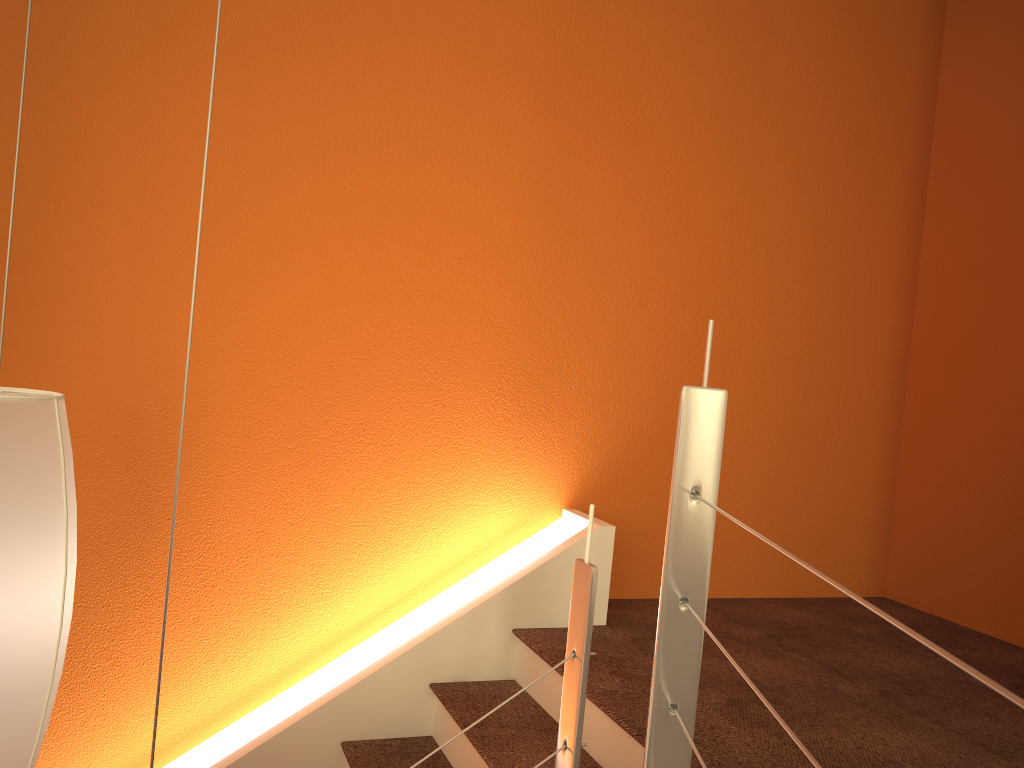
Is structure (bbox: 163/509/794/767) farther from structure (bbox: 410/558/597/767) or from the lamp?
the lamp

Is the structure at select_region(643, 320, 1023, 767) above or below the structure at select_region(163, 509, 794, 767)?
above

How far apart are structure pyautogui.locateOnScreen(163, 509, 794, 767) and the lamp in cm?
133

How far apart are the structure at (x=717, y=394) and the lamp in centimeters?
78cm

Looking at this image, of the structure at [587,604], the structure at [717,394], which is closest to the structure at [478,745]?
the structure at [587,604]

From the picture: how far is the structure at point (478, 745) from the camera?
2.25m

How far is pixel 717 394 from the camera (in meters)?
1.31

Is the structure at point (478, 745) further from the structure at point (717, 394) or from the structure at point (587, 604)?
the structure at point (717, 394)

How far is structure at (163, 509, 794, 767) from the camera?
2.2m

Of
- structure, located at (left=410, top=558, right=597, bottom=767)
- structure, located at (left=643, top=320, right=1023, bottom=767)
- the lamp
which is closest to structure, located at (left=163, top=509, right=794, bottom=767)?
structure, located at (left=410, top=558, right=597, bottom=767)
